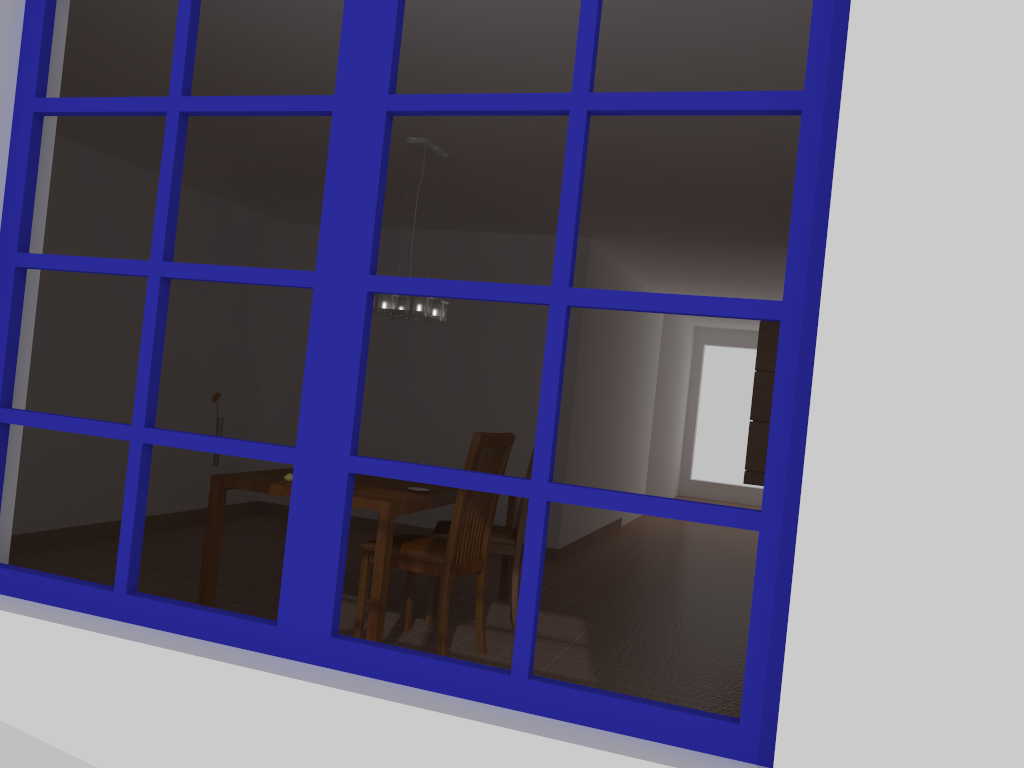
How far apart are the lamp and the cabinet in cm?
240

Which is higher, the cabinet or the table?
the cabinet

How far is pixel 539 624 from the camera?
4.9m

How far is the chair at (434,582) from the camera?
4.63m

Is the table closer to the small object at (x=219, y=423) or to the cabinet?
the small object at (x=219, y=423)

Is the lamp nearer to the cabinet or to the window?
the cabinet

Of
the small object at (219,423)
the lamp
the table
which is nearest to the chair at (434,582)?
the table

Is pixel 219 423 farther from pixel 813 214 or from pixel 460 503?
pixel 813 214

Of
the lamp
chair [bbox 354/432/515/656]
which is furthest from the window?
the lamp

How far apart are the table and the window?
1.9m
